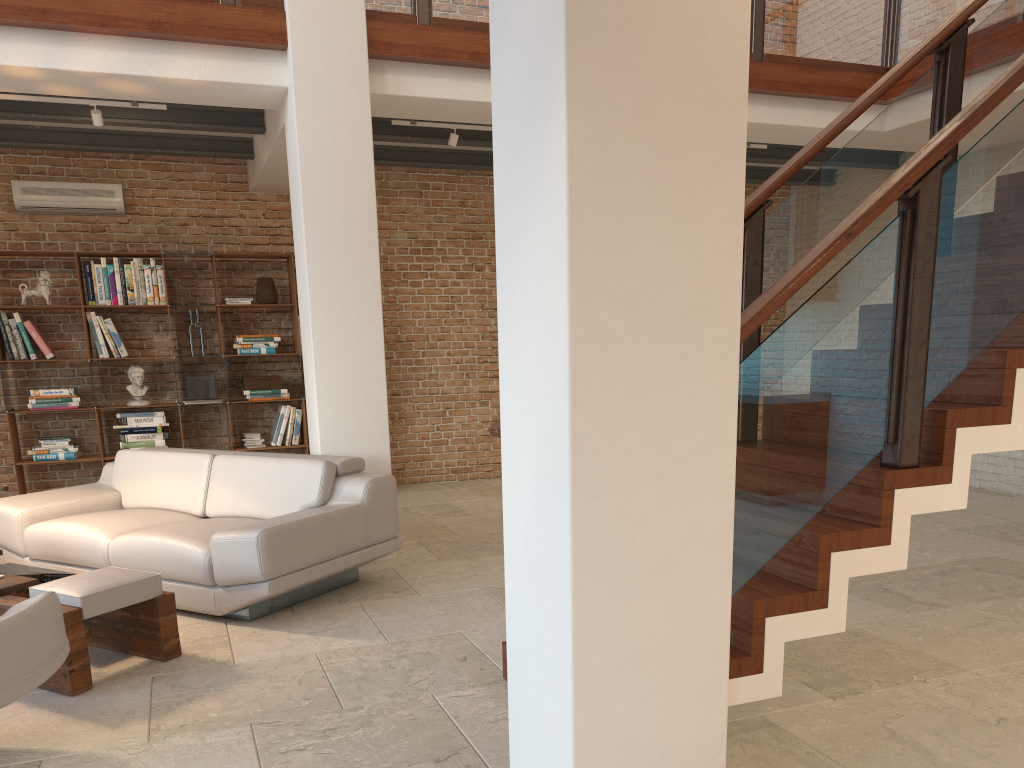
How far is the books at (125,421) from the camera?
7.5 meters

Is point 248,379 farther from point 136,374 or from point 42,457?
point 42,457

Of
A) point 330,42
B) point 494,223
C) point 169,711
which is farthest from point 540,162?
point 494,223

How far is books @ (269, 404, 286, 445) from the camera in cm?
800

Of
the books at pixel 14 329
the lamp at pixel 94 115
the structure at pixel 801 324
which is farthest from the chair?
the books at pixel 14 329

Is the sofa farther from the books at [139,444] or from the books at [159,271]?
the books at [159,271]

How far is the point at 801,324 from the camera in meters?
2.8

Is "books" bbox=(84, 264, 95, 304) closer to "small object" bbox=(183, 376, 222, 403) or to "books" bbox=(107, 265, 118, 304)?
"books" bbox=(107, 265, 118, 304)

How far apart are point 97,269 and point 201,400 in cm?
138

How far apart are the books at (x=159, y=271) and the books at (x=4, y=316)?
1.21m
